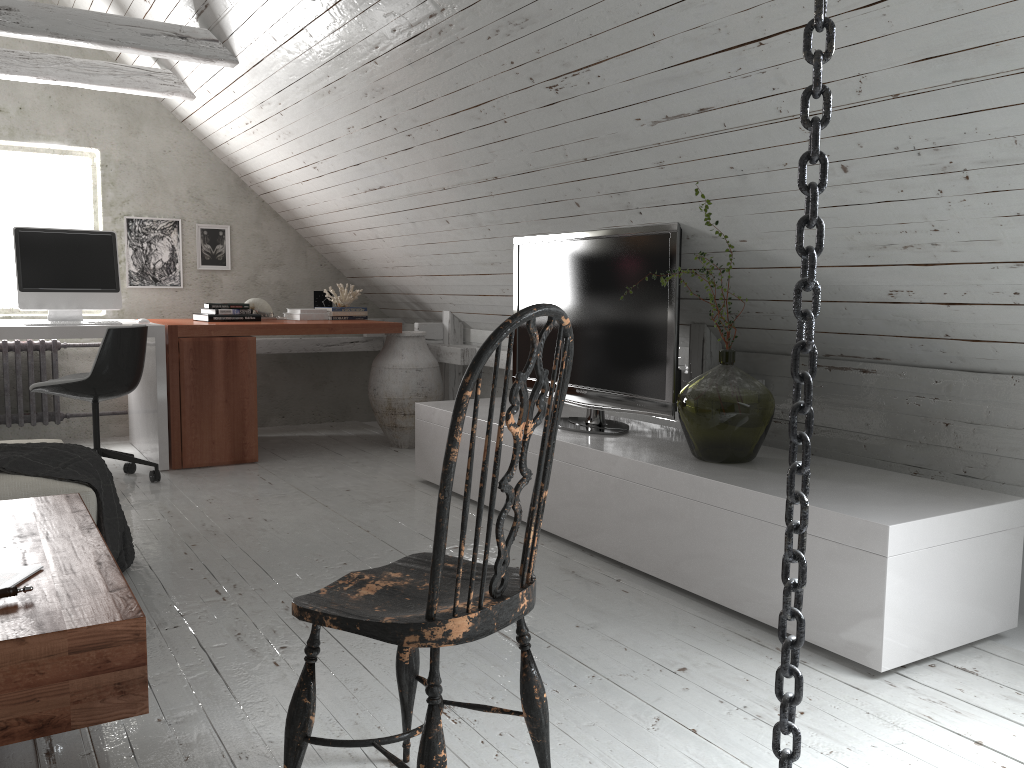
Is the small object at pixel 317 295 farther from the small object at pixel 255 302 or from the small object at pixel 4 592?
the small object at pixel 4 592

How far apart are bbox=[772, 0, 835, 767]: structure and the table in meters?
1.1 m

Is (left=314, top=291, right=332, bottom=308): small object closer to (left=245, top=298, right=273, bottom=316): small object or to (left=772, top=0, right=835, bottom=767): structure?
(left=245, top=298, right=273, bottom=316): small object

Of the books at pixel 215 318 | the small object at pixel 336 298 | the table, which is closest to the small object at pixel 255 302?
the books at pixel 215 318

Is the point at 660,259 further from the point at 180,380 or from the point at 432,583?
the point at 180,380

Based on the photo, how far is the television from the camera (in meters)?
3.16

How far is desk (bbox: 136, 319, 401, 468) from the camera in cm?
454

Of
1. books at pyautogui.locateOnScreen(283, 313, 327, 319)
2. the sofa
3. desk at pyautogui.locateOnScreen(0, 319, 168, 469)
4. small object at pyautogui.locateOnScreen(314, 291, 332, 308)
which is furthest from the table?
small object at pyautogui.locateOnScreen(314, 291, 332, 308)

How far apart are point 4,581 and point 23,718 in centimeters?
35cm

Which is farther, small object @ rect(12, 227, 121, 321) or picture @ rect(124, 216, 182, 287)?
picture @ rect(124, 216, 182, 287)
